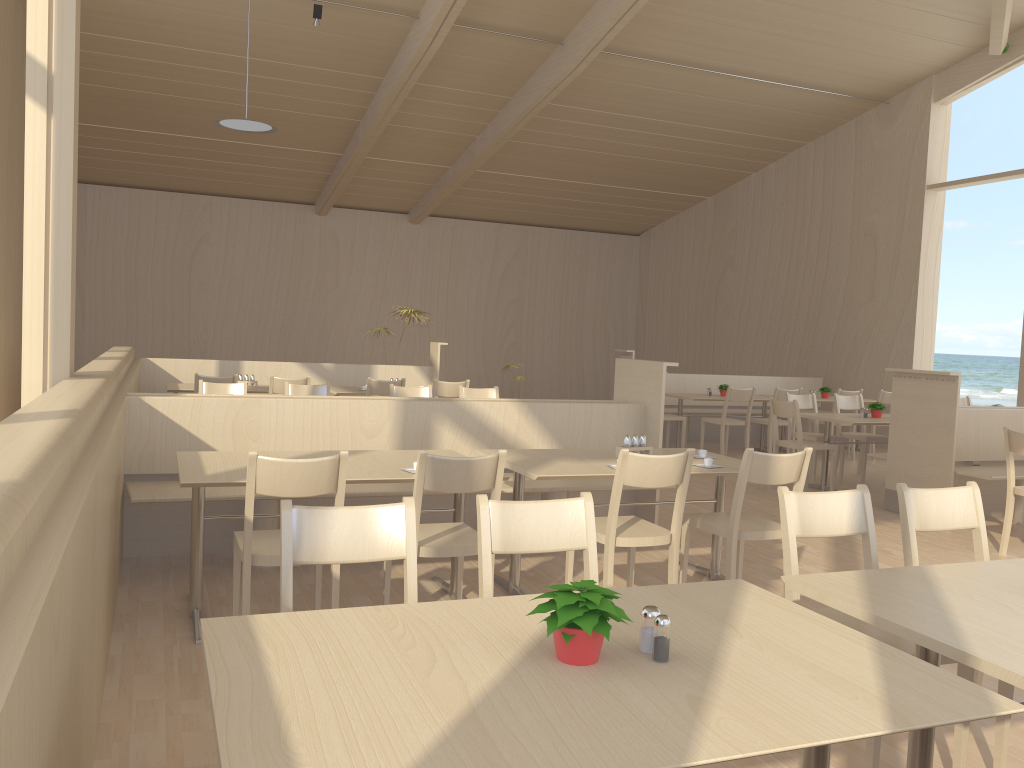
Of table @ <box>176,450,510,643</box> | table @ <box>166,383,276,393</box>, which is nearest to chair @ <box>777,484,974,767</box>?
table @ <box>176,450,510,643</box>

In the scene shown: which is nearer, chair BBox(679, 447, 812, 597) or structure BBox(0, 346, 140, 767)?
structure BBox(0, 346, 140, 767)

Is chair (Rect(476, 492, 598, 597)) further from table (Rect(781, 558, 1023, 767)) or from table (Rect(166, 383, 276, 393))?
table (Rect(166, 383, 276, 393))

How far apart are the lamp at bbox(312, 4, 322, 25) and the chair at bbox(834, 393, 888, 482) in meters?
6.2 m

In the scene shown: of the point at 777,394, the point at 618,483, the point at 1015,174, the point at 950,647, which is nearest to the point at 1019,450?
the point at 618,483

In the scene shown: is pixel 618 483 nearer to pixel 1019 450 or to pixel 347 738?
pixel 347 738

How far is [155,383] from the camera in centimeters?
870cm

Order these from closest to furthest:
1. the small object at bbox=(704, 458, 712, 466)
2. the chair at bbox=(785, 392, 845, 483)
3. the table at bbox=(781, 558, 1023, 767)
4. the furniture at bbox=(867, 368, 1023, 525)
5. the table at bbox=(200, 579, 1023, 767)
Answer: the table at bbox=(200, 579, 1023, 767), the table at bbox=(781, 558, 1023, 767), the small object at bbox=(704, 458, 712, 466), the furniture at bbox=(867, 368, 1023, 525), the chair at bbox=(785, 392, 845, 483)

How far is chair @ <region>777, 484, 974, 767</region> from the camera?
2.45m

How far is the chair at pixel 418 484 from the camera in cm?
320
